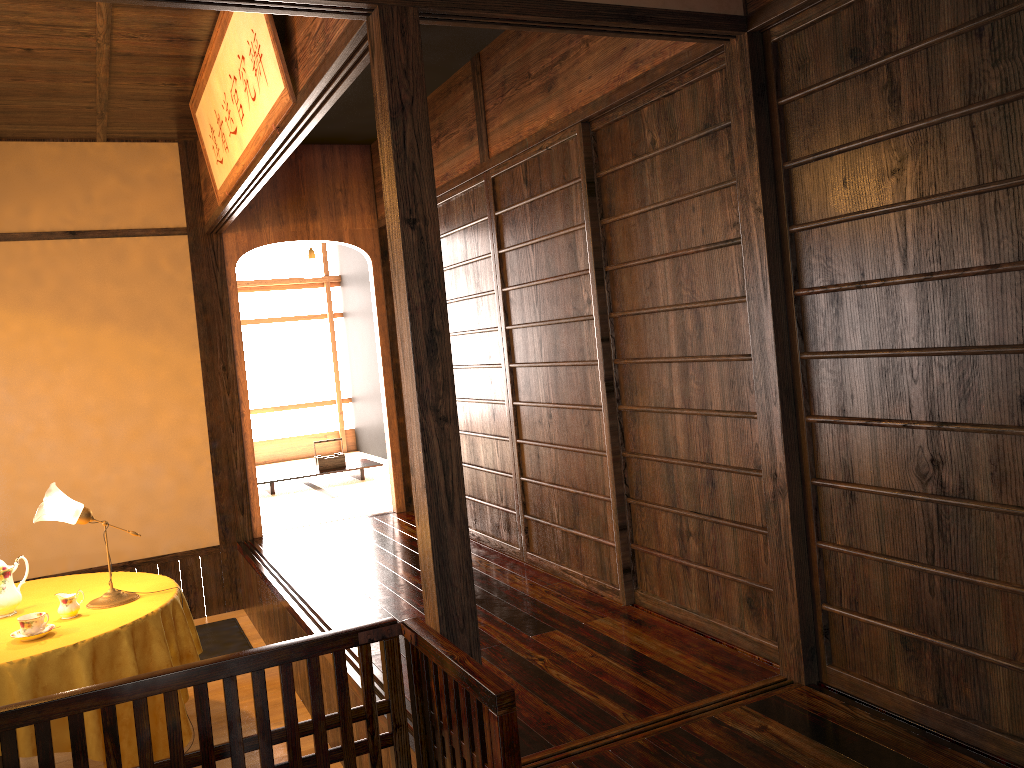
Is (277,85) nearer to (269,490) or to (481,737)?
(481,737)

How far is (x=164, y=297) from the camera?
5.6 meters

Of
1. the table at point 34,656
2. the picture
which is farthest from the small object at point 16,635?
the picture

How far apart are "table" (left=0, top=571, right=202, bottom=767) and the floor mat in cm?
110

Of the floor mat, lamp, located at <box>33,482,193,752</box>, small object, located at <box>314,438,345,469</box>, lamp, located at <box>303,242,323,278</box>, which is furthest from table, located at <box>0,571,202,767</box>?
lamp, located at <box>303,242,323,278</box>

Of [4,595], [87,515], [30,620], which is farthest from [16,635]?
[87,515]

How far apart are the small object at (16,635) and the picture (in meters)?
2.05

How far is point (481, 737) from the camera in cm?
178

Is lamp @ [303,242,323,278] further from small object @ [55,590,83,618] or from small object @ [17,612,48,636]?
small object @ [17,612,48,636]

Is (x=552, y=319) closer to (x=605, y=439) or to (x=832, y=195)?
(x=605, y=439)
